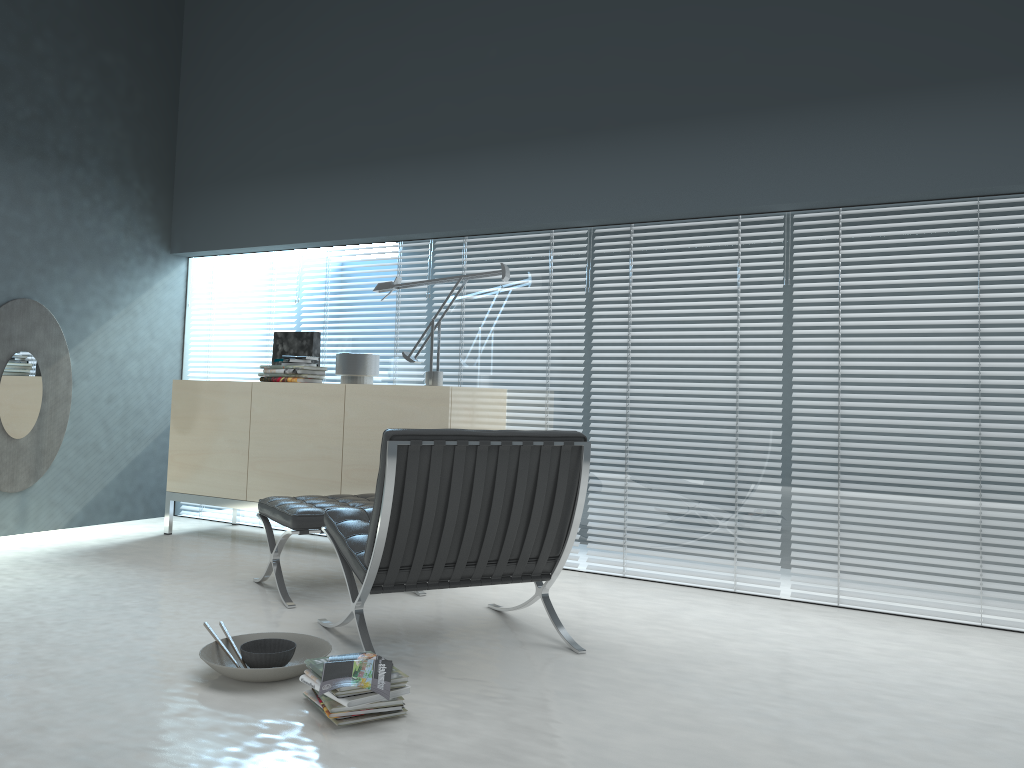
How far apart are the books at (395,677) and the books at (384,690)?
0.0 meters

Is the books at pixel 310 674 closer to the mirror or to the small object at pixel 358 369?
the small object at pixel 358 369

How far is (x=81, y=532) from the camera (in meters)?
5.12

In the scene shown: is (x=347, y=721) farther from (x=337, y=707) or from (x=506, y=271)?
(x=506, y=271)

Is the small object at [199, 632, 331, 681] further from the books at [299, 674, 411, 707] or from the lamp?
the lamp

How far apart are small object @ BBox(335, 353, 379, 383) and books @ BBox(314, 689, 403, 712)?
2.6m

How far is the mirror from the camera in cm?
490

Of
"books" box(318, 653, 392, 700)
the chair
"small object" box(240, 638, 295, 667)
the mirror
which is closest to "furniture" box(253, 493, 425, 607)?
the chair

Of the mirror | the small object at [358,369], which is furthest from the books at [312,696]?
the mirror

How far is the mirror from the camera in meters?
4.9 m
